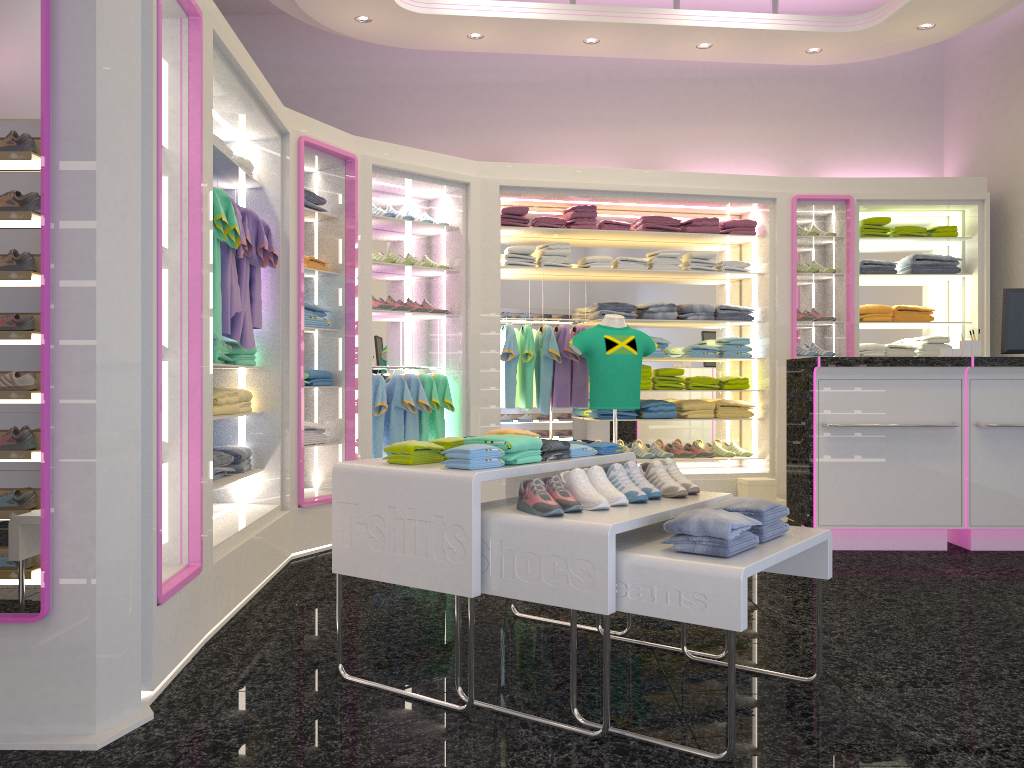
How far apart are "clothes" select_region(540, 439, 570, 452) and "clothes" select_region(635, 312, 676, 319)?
3.87m

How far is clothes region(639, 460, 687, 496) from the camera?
3.20m

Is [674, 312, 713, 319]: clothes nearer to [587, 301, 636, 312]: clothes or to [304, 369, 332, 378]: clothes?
[587, 301, 636, 312]: clothes

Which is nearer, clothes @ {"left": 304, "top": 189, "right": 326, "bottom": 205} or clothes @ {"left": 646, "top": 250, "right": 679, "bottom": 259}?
clothes @ {"left": 304, "top": 189, "right": 326, "bottom": 205}

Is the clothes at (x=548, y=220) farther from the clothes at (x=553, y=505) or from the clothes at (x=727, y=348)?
the clothes at (x=553, y=505)

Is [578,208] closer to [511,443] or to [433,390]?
[433,390]

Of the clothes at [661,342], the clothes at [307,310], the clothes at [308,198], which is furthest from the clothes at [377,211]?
the clothes at [661,342]

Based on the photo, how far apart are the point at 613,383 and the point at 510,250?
1.4 meters

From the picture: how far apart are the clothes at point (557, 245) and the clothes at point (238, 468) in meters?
3.0 m

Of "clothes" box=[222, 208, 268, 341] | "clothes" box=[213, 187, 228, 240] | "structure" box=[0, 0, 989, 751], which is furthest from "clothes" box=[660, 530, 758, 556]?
"clothes" box=[222, 208, 268, 341]
